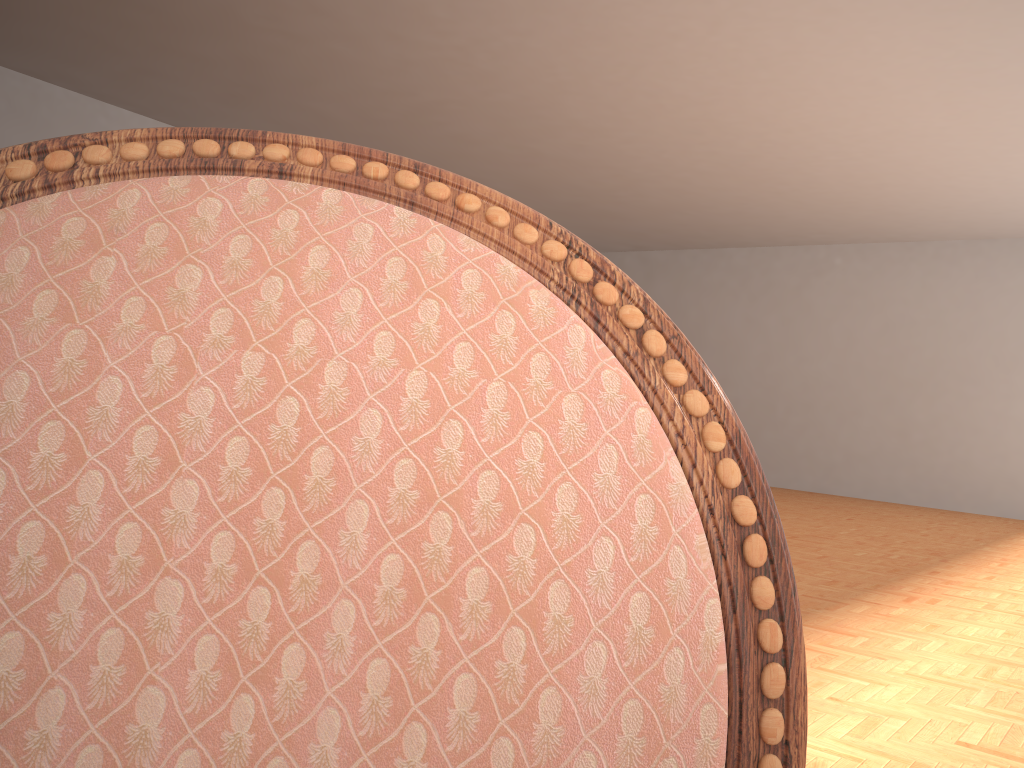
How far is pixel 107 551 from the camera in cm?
26

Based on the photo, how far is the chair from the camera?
0.3 meters

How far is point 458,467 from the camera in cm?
28

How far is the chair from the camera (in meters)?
0.26
